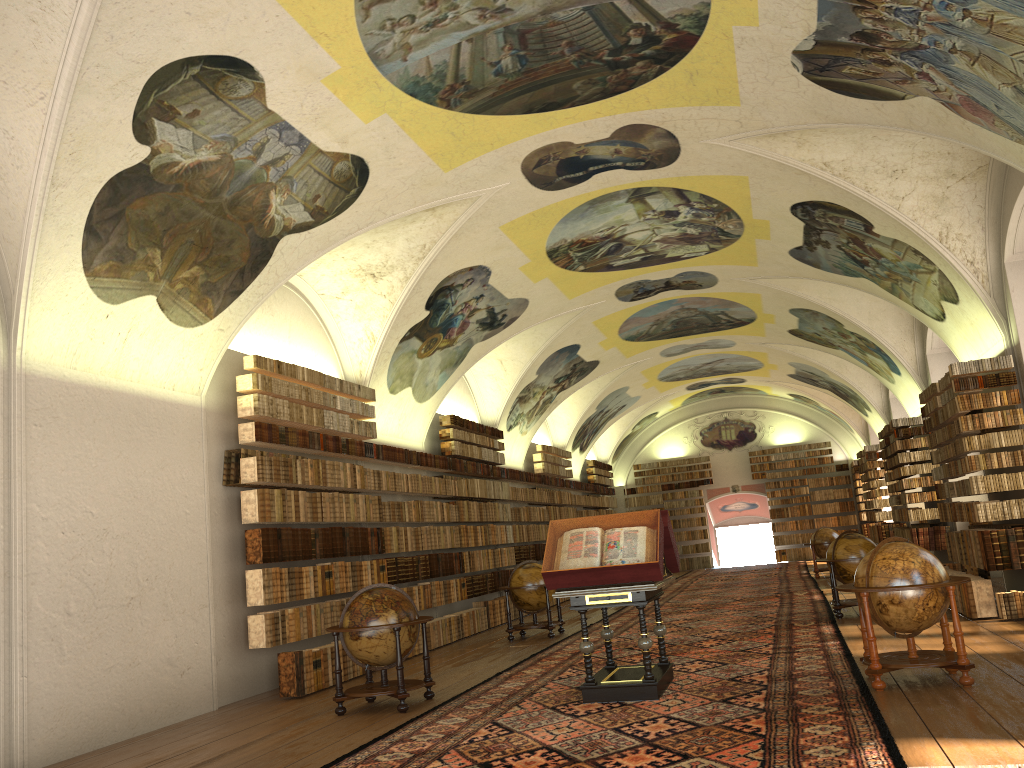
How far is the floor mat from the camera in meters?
6.9 m

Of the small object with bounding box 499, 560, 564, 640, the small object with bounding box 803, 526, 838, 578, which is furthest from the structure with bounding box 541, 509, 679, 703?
the small object with bounding box 803, 526, 838, 578

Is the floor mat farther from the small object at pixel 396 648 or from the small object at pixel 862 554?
the small object at pixel 396 648

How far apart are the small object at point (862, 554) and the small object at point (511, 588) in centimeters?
491cm

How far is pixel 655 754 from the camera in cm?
685

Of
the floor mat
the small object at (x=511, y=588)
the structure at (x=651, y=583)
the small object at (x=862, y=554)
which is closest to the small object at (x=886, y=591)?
the floor mat

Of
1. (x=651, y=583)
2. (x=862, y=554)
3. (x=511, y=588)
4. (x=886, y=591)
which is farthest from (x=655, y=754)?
(x=511, y=588)

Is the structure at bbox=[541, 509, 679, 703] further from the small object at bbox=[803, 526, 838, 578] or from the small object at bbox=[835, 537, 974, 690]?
the small object at bbox=[803, 526, 838, 578]

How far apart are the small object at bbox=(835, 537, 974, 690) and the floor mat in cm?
16

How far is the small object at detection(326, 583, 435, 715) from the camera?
10.1 meters
